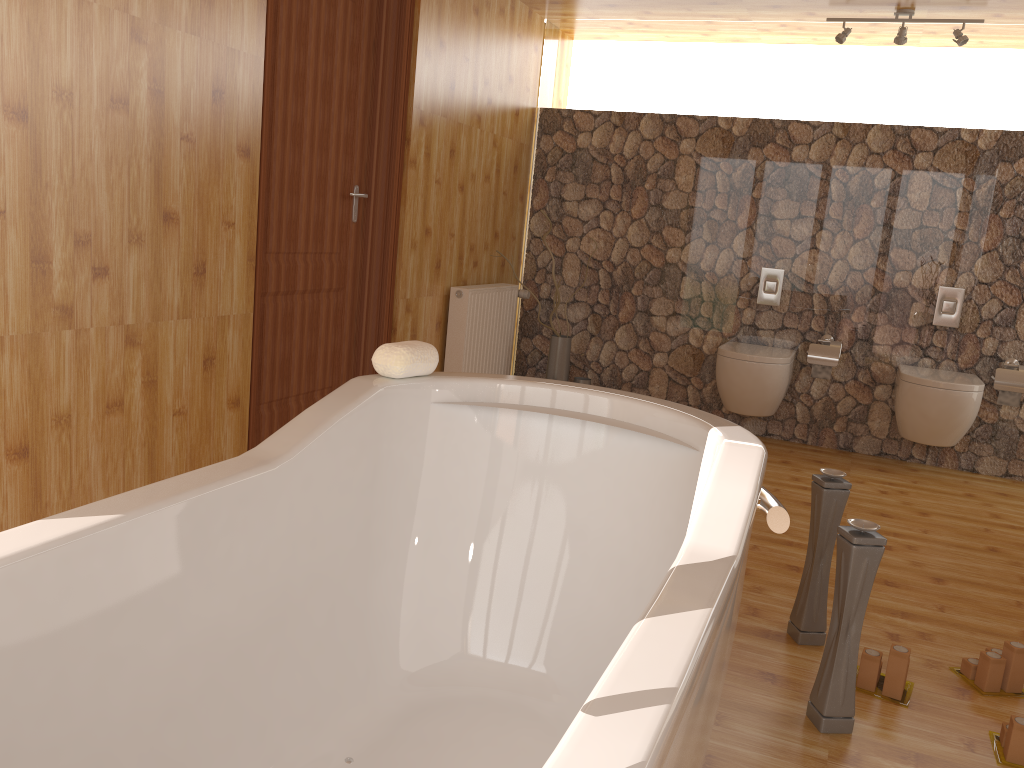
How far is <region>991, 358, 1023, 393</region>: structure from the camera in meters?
4.3

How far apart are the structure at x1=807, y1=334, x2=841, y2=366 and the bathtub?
2.96m

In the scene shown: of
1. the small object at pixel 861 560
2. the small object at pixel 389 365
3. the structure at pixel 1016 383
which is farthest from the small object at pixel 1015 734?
the structure at pixel 1016 383

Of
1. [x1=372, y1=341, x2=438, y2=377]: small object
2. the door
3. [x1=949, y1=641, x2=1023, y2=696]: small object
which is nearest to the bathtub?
[x1=372, y1=341, x2=438, y2=377]: small object

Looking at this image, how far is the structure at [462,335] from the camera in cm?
442

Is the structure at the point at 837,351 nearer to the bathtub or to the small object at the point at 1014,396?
the small object at the point at 1014,396

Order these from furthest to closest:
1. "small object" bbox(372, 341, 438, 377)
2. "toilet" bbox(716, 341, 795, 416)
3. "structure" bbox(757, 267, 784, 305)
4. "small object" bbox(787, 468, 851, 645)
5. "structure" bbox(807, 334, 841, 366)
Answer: "structure" bbox(757, 267, 784, 305) → "structure" bbox(807, 334, 841, 366) → "toilet" bbox(716, 341, 795, 416) → "small object" bbox(787, 468, 851, 645) → "small object" bbox(372, 341, 438, 377)

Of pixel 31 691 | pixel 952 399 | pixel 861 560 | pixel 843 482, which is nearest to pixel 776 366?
pixel 952 399

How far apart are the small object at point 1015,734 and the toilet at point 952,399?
2.38m

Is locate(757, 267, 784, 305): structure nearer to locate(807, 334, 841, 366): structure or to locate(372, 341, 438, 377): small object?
locate(807, 334, 841, 366): structure
